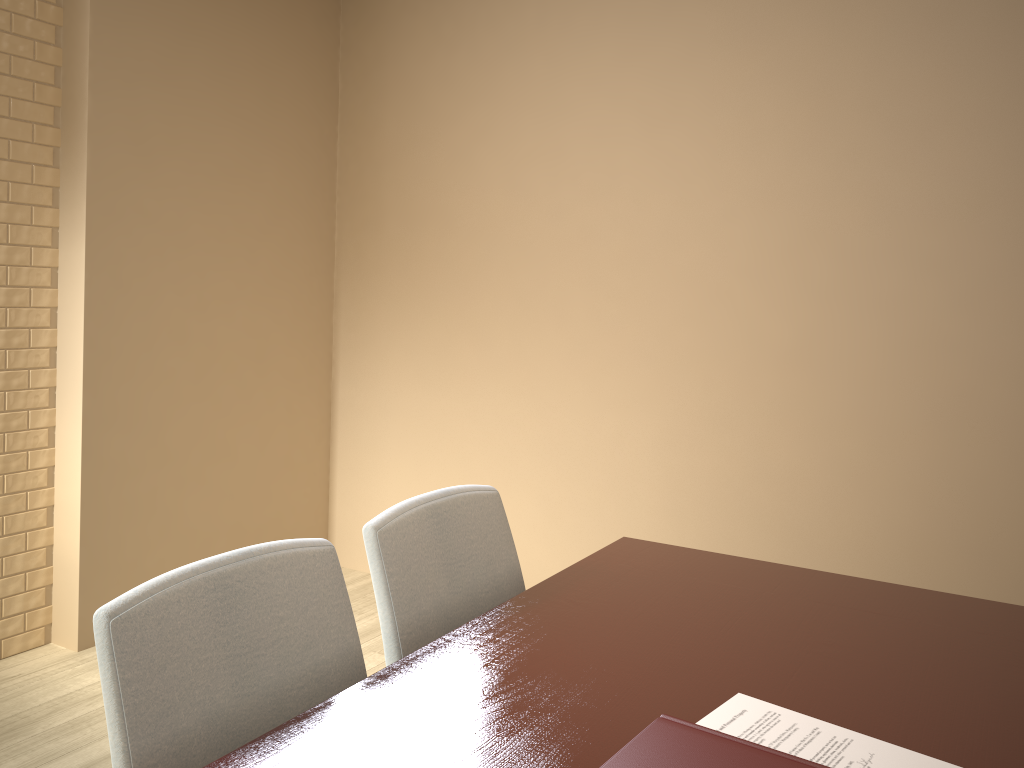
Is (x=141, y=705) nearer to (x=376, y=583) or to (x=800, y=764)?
(x=376, y=583)

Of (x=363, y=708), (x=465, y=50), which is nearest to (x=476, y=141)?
(x=465, y=50)

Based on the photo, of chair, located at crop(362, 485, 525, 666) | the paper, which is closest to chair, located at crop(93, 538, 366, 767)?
chair, located at crop(362, 485, 525, 666)

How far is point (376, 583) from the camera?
1.37m

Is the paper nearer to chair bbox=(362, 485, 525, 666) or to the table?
the table

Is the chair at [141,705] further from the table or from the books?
the books

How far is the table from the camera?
1.0m

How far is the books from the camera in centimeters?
77cm

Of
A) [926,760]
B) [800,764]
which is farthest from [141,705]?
[926,760]

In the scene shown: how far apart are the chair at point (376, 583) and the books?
0.6m
